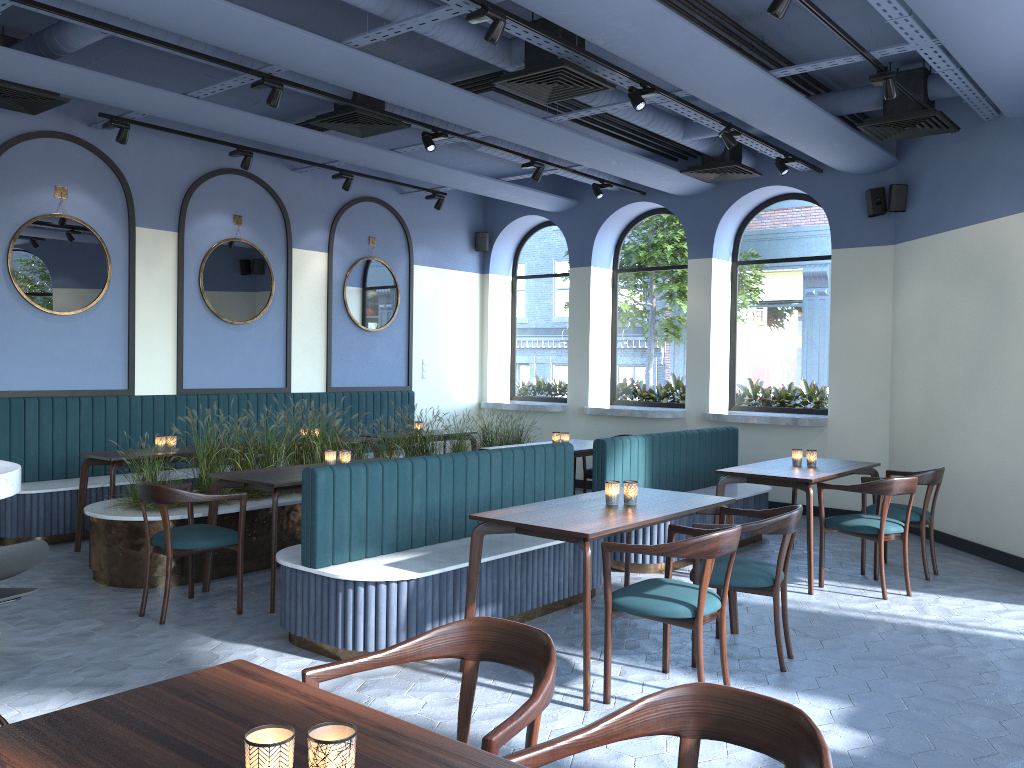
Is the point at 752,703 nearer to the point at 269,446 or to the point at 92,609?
the point at 92,609

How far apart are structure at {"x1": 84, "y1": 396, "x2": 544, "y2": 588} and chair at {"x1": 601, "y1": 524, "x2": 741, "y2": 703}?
3.1m

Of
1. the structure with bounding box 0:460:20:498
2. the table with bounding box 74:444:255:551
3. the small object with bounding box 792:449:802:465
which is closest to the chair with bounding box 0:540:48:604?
the structure with bounding box 0:460:20:498

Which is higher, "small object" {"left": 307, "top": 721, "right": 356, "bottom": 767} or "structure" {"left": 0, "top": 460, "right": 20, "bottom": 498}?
"structure" {"left": 0, "top": 460, "right": 20, "bottom": 498}

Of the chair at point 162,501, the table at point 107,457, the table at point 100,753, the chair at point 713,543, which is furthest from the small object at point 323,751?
the table at point 107,457

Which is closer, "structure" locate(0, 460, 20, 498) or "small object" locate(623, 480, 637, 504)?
"structure" locate(0, 460, 20, 498)

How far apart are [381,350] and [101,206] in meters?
3.5

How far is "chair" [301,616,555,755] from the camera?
1.97m

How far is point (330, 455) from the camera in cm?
603

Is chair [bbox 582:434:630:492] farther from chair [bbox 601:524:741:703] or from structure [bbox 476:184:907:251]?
chair [bbox 601:524:741:703]
